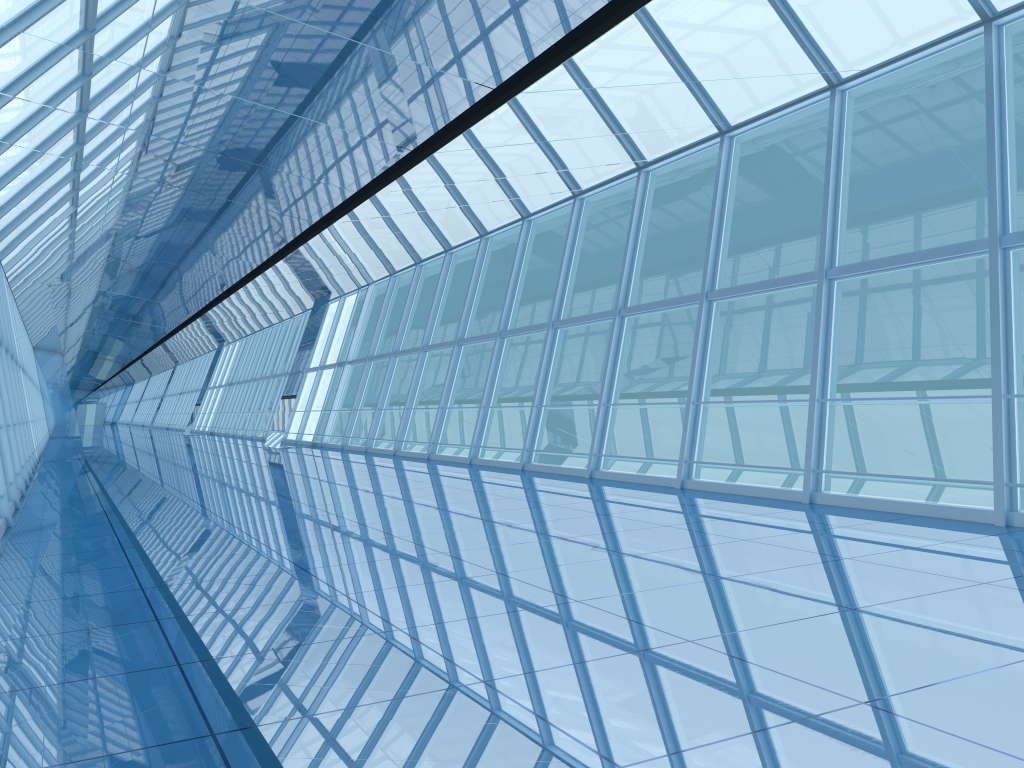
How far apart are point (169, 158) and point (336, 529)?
4.93m
